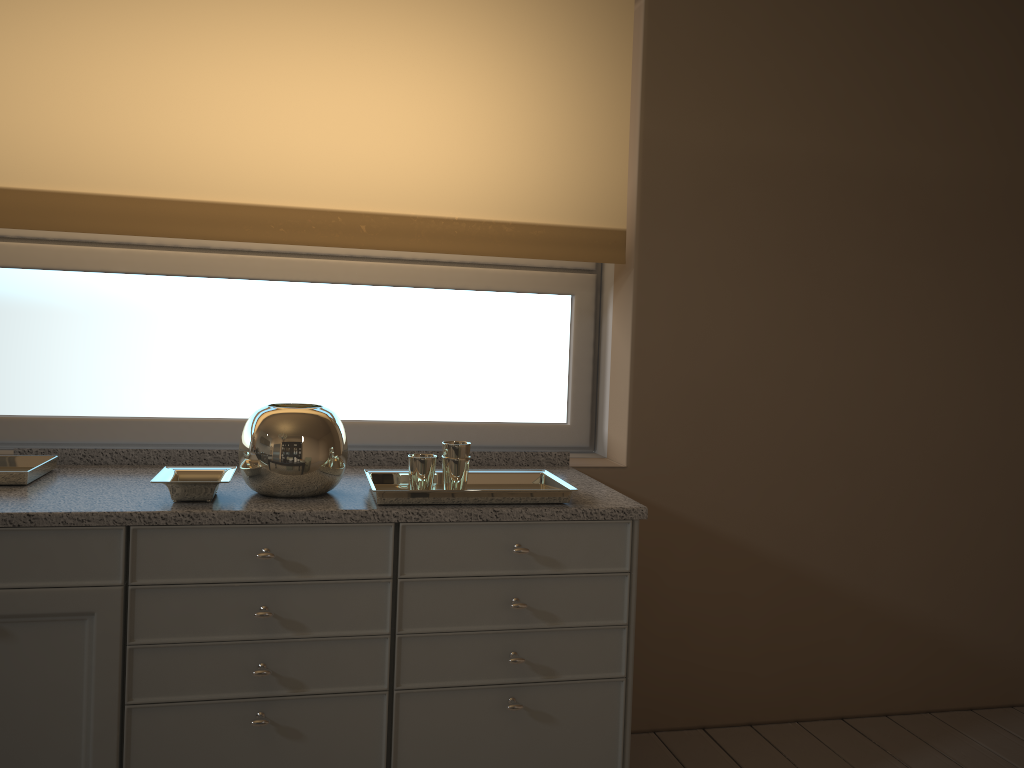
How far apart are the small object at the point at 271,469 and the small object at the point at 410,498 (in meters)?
0.07

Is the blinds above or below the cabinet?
above

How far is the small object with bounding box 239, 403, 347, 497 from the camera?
1.9m

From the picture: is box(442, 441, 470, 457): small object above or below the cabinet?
above

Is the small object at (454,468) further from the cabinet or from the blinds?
the blinds

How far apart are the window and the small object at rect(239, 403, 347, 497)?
0.60m

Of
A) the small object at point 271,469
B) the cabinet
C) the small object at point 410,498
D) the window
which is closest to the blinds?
the window

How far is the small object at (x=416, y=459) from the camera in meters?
1.9 m

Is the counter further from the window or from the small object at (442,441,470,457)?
the window

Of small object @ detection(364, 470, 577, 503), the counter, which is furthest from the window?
small object @ detection(364, 470, 577, 503)
